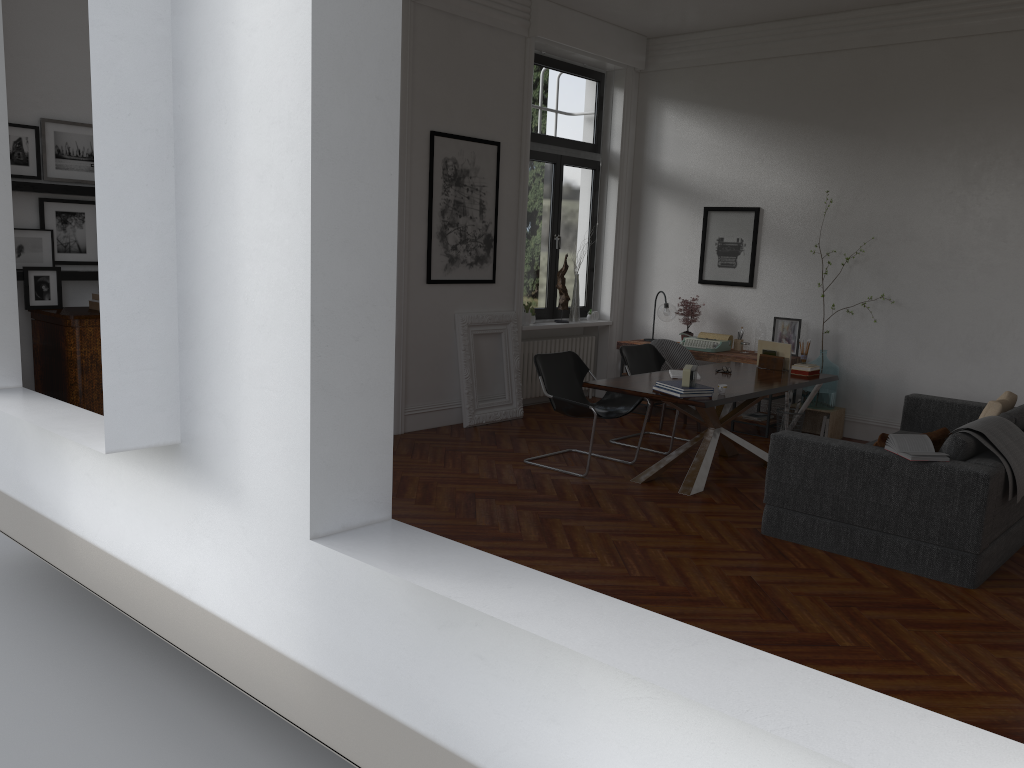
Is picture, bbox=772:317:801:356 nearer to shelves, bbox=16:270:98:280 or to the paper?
the paper

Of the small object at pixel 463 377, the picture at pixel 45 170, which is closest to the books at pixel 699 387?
the small object at pixel 463 377

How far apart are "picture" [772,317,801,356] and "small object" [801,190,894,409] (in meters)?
0.34

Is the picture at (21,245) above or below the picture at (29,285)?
above

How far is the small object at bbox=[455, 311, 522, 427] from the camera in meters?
8.3 m

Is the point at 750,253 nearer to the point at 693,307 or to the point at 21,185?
the point at 693,307

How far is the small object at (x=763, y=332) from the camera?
8.89m

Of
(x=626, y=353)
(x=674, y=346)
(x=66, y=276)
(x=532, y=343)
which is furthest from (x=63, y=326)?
(x=674, y=346)

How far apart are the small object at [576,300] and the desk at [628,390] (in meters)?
2.32

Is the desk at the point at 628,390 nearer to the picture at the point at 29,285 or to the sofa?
the sofa
